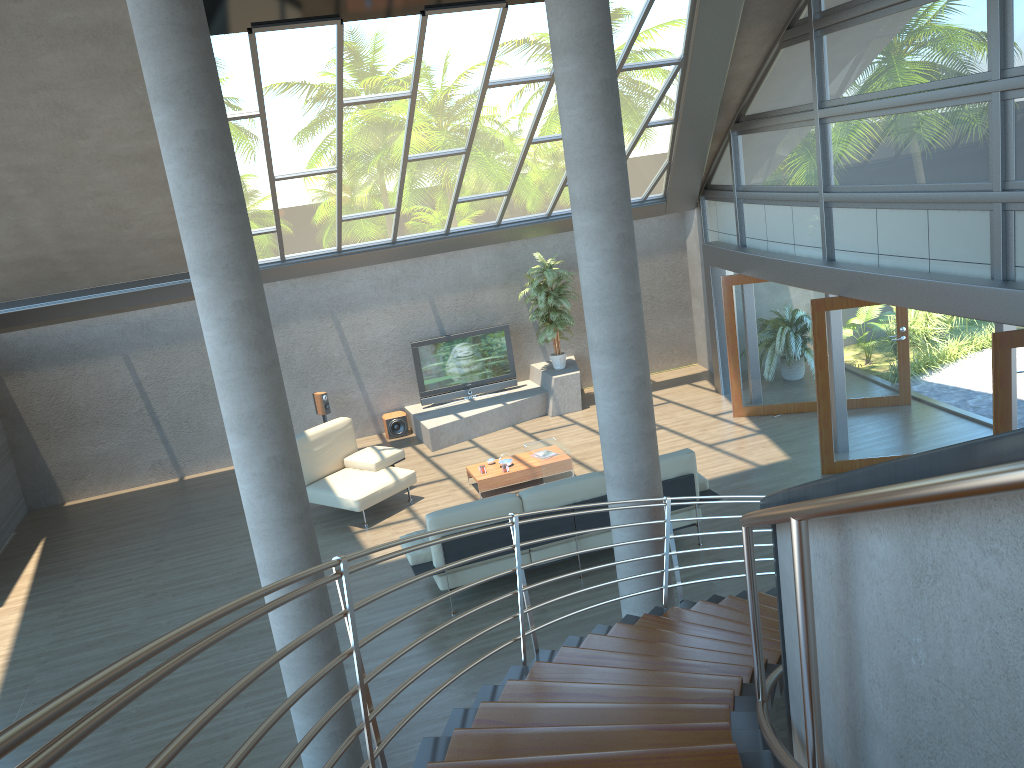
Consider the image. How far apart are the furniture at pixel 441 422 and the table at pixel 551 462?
1.9m

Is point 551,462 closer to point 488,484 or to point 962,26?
point 488,484

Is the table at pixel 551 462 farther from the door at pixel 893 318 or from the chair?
the door at pixel 893 318

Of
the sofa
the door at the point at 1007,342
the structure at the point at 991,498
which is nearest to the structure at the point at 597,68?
the structure at the point at 991,498

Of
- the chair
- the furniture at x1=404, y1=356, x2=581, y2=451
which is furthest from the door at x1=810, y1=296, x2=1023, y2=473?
the chair

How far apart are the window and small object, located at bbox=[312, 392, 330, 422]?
6.32m

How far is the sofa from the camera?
7.9 meters

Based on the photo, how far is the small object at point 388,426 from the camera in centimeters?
1362cm

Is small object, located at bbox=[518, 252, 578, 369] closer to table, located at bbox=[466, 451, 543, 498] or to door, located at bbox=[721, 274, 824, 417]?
door, located at bbox=[721, 274, 824, 417]

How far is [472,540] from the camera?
7.9 meters
